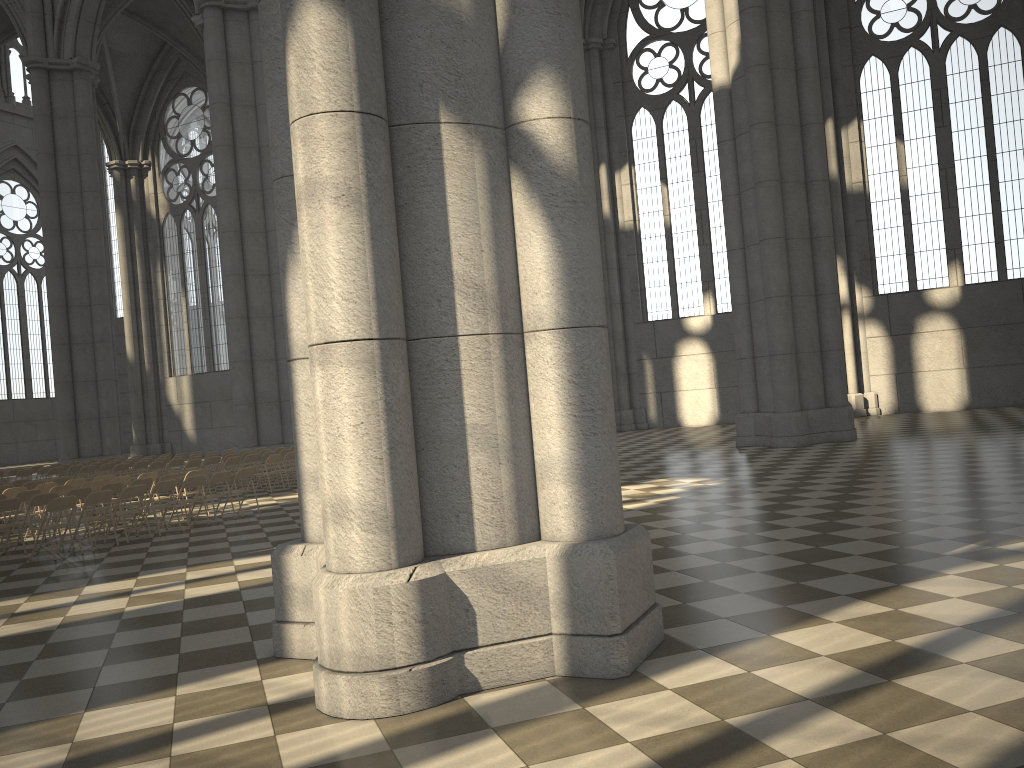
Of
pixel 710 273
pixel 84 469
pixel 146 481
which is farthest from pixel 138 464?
pixel 710 273

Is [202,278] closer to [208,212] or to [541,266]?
[208,212]

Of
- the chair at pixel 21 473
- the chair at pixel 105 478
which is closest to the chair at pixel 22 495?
the chair at pixel 105 478

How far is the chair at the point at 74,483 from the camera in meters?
15.9

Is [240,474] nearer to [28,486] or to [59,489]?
[59,489]

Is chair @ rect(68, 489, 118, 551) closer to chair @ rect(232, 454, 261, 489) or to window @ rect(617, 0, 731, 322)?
chair @ rect(232, 454, 261, 489)

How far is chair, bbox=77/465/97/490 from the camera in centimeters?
2144cm

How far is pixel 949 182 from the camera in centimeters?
2769cm

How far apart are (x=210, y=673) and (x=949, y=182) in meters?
28.1

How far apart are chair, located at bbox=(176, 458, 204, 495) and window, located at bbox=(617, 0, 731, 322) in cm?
1741
